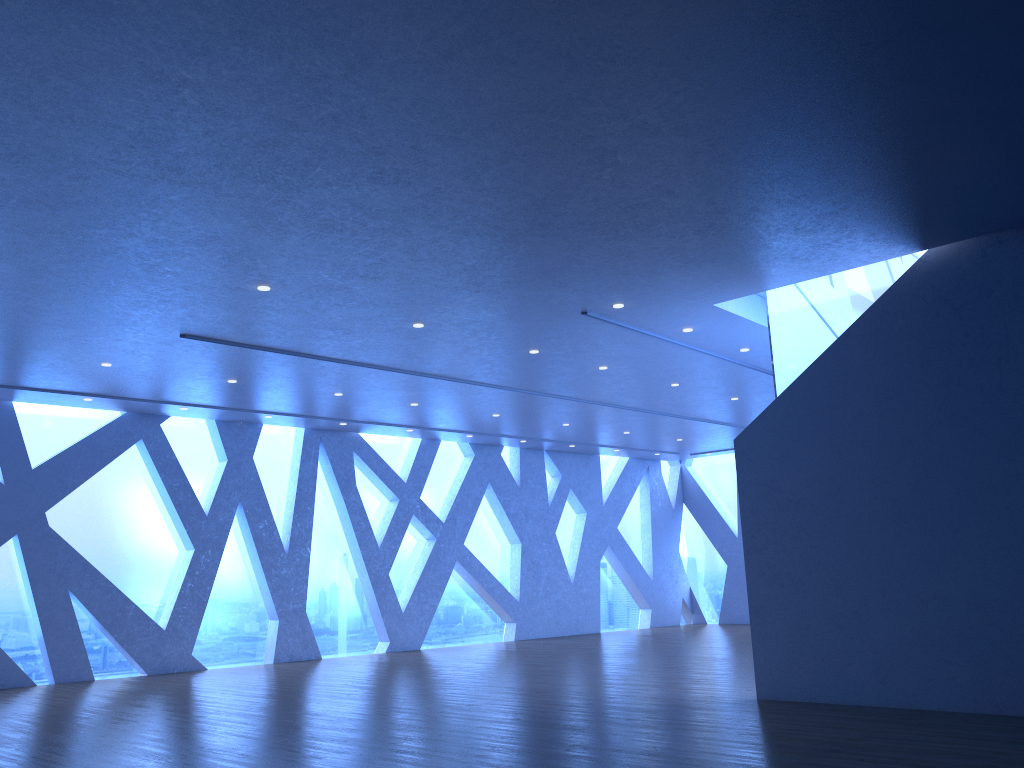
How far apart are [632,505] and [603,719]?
13.60m
